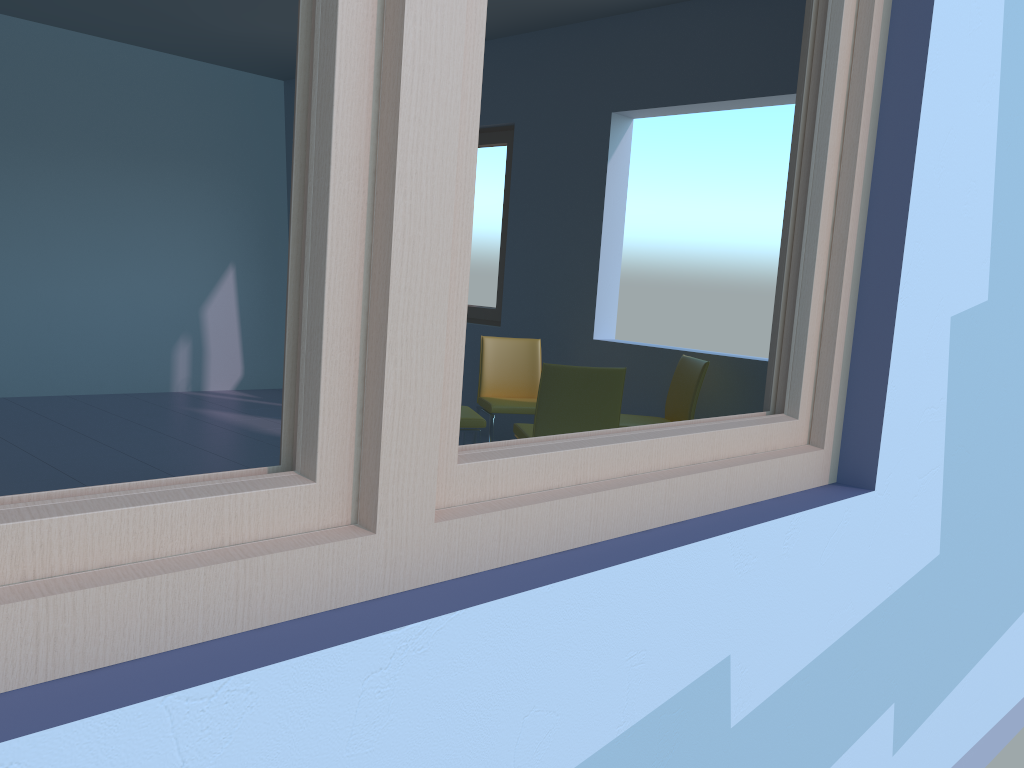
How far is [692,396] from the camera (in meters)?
4.21

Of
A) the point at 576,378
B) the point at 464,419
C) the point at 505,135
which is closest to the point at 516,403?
the point at 464,419

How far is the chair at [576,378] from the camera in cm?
353

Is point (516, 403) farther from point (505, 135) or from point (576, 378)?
point (505, 135)

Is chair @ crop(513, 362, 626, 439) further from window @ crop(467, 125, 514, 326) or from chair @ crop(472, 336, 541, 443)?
window @ crop(467, 125, 514, 326)

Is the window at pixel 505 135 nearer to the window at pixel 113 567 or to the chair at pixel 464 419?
the chair at pixel 464 419

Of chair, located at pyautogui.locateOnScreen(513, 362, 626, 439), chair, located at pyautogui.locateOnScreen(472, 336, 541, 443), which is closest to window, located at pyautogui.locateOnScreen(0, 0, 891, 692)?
chair, located at pyautogui.locateOnScreen(513, 362, 626, 439)

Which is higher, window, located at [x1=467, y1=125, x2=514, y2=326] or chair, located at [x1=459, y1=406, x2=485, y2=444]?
window, located at [x1=467, y1=125, x2=514, y2=326]

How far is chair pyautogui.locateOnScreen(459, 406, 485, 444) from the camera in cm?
402

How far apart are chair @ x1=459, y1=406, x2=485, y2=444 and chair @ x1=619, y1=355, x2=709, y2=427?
0.7m
